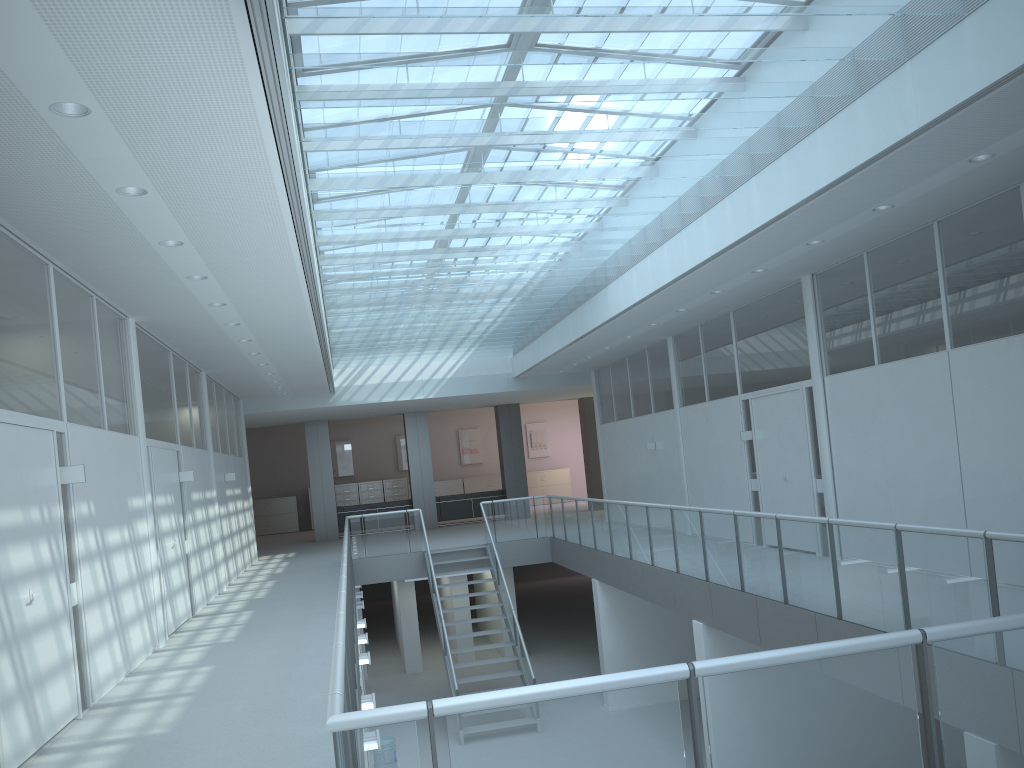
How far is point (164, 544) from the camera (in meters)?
8.68

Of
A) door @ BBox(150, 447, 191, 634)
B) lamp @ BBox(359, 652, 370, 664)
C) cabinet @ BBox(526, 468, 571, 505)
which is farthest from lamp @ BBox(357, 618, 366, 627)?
cabinet @ BBox(526, 468, 571, 505)

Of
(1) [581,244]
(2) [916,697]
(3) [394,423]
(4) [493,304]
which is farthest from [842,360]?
(3) [394,423]

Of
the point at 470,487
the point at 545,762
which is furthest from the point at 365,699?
the point at 470,487

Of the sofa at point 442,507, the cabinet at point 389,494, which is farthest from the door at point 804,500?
the cabinet at point 389,494

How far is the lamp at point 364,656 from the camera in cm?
898

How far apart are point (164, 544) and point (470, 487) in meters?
17.9

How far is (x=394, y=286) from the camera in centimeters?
1012cm

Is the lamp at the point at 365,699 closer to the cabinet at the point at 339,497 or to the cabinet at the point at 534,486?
the cabinet at the point at 339,497

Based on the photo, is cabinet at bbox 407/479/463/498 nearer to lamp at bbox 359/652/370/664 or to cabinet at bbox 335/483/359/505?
cabinet at bbox 335/483/359/505
